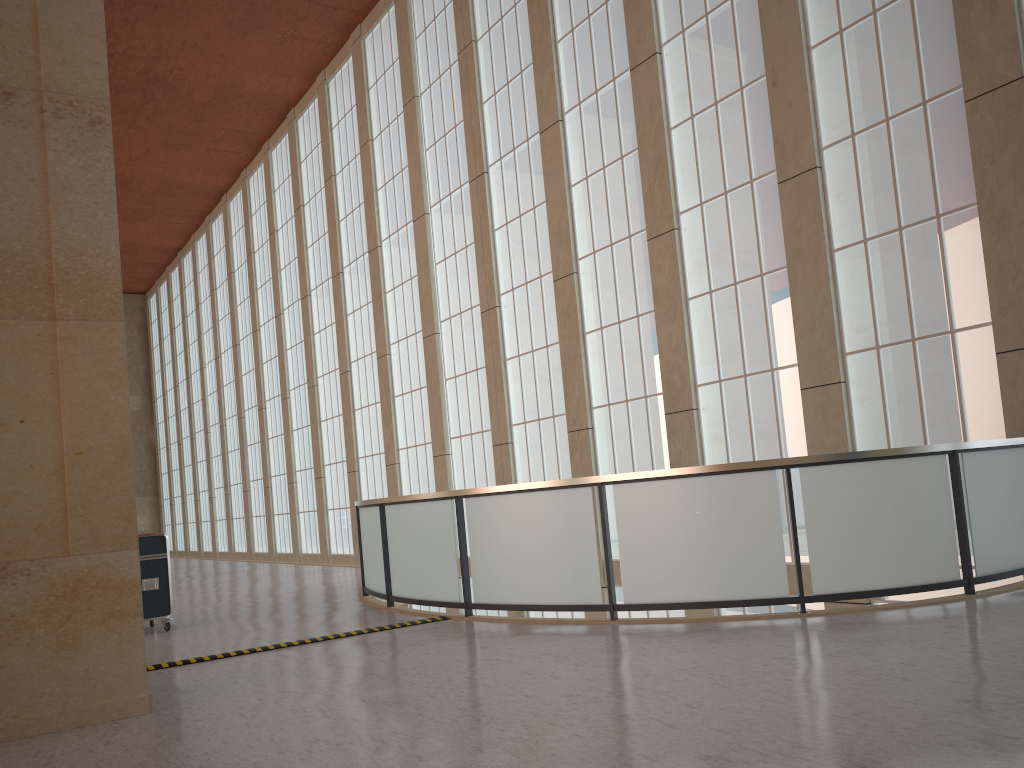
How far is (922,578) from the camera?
9.9m

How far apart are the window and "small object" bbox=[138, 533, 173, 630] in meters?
9.2

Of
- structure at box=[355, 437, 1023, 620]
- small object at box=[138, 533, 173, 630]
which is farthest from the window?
small object at box=[138, 533, 173, 630]

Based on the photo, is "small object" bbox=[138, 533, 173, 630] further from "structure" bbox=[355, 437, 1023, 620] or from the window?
→ the window

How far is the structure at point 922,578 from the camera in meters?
9.9 m

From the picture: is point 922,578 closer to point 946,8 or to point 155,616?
point 946,8

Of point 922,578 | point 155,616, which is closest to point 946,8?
point 922,578

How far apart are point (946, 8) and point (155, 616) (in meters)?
14.76

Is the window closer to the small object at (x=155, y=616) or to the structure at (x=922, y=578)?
the structure at (x=922, y=578)

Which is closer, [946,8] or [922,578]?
[922,578]
